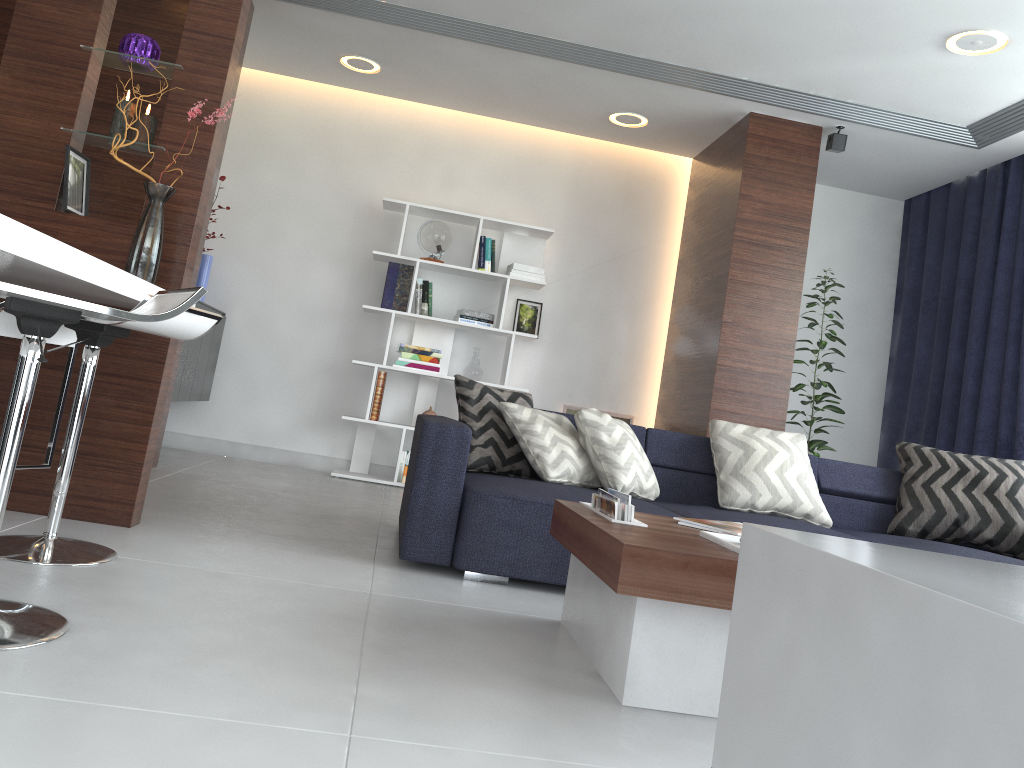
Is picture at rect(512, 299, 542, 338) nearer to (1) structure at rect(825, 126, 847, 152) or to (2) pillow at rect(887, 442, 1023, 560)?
(1) structure at rect(825, 126, 847, 152)

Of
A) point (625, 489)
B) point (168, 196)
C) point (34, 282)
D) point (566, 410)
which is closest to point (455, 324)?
point (566, 410)

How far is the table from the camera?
1.8 meters

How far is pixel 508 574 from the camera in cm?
298

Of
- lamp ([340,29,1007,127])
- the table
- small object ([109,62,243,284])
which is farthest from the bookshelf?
the table

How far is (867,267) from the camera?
6.3m

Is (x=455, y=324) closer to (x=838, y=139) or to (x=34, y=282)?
(x=838, y=139)

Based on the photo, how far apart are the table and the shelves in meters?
1.1

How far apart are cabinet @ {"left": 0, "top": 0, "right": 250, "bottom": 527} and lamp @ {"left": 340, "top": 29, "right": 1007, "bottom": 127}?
2.31m

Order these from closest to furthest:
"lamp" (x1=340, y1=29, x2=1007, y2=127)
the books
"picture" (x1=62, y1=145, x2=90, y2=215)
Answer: the books, "picture" (x1=62, y1=145, x2=90, y2=215), "lamp" (x1=340, y1=29, x2=1007, y2=127)
